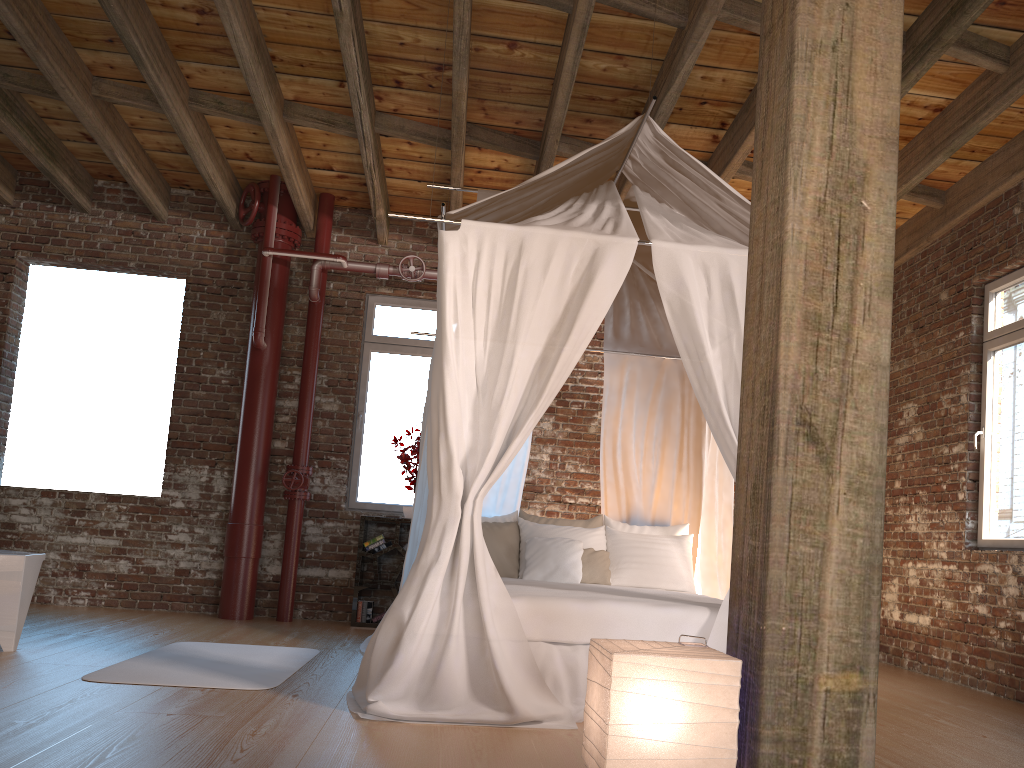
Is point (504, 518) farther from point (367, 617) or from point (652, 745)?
point (652, 745)

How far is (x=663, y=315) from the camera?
5.8 meters

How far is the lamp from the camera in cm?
196

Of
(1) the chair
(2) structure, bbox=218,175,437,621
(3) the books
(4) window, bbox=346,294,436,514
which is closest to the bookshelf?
(3) the books

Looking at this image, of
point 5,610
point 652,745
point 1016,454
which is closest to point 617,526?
point 1016,454

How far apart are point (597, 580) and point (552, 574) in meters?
0.3 m

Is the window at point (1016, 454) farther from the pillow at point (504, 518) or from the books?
the books

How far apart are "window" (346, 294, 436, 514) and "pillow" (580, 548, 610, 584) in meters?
2.1

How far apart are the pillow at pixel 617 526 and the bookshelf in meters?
1.7 m

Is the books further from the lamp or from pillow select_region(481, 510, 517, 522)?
the lamp
